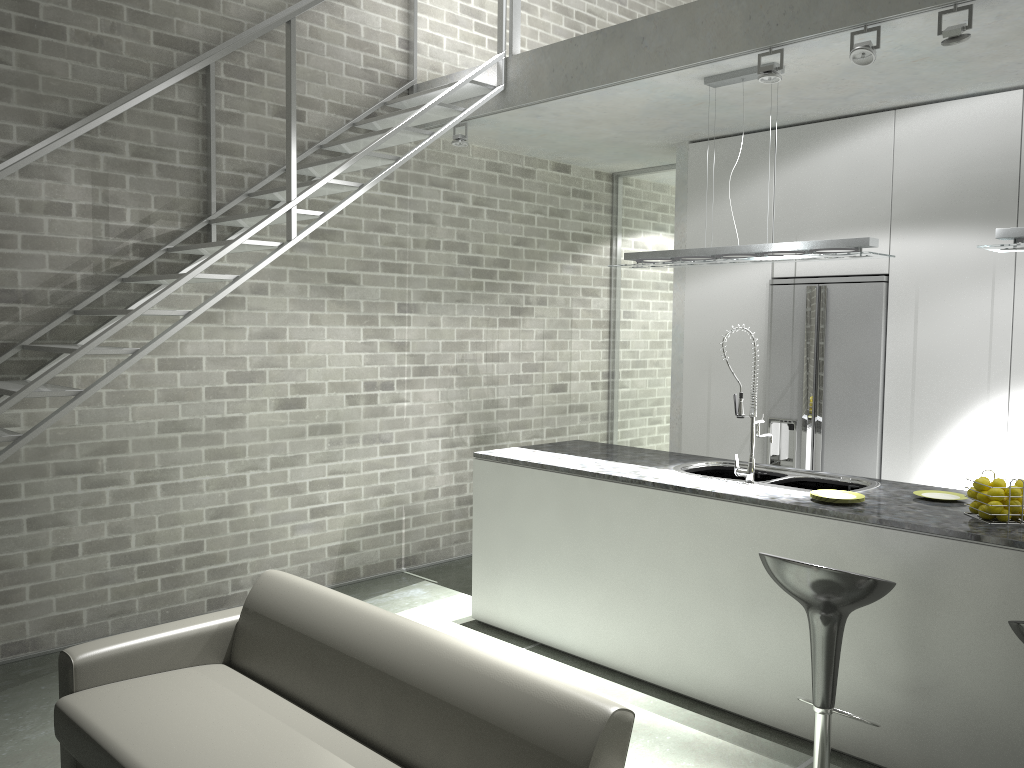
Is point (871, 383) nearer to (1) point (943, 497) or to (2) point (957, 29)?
(1) point (943, 497)

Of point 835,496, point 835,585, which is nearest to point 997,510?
point 835,496

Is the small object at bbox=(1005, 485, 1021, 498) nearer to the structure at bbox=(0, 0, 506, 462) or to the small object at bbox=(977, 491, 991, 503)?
the small object at bbox=(977, 491, 991, 503)

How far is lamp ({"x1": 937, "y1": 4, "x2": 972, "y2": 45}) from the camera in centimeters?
350cm

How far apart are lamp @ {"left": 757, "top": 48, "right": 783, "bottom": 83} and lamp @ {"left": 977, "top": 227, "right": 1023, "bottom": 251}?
1.2m

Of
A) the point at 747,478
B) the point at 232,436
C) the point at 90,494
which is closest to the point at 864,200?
the point at 747,478

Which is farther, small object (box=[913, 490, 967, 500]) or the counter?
small object (box=[913, 490, 967, 500])

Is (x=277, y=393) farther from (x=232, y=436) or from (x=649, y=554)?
(x=649, y=554)

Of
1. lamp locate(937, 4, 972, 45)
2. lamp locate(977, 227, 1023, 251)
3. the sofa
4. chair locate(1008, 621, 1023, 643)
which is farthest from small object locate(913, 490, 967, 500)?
the sofa

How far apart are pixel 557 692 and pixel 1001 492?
1.99m
